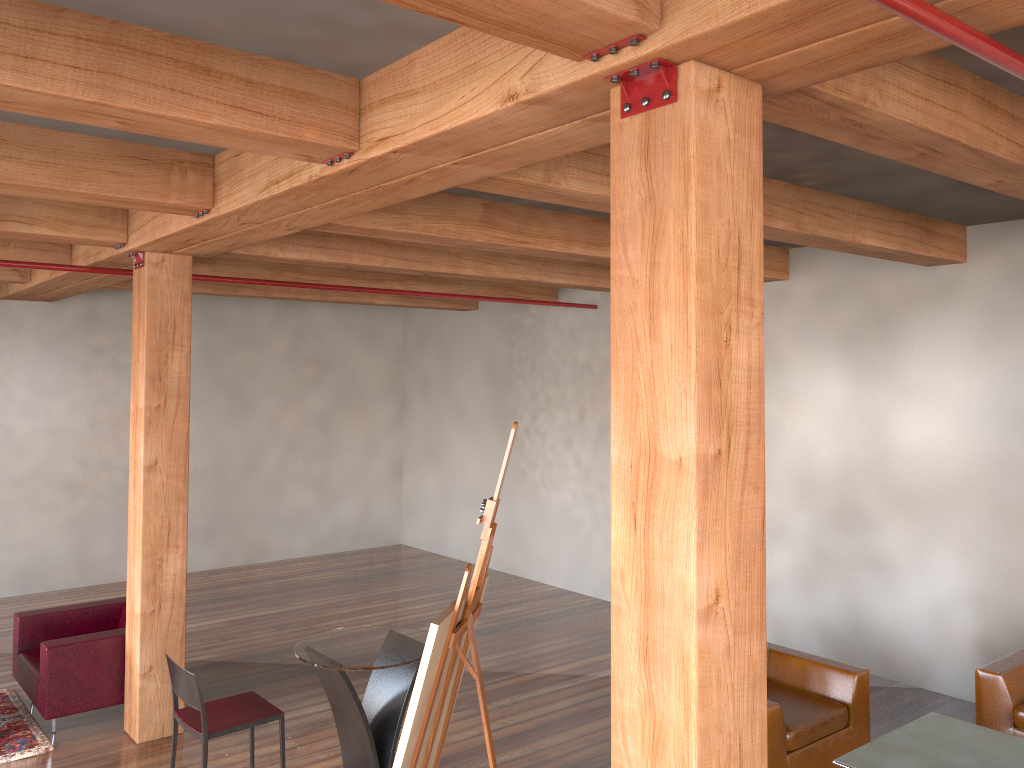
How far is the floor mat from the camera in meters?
5.4

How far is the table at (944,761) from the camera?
4.1m

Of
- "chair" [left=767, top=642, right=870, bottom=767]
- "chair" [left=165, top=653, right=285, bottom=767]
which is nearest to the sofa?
"chair" [left=767, top=642, right=870, bottom=767]

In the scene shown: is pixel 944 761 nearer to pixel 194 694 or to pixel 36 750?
pixel 194 694

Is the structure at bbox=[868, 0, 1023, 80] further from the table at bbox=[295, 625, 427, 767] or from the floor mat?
the floor mat

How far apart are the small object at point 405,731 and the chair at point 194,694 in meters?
1.3 m

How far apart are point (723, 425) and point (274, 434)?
9.54m

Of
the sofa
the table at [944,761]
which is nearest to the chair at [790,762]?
the table at [944,761]

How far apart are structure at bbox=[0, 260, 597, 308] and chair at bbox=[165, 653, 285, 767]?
Answer: 3.2m

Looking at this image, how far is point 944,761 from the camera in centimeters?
405cm
